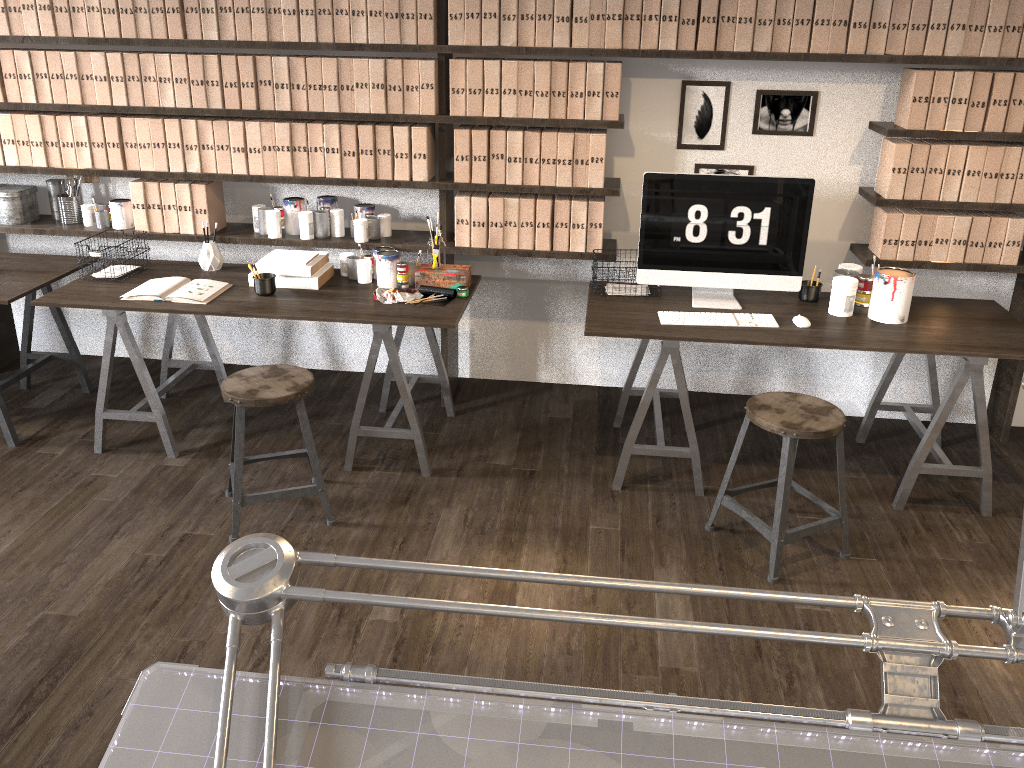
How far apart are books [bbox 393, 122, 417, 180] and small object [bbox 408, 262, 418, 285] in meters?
0.4 m

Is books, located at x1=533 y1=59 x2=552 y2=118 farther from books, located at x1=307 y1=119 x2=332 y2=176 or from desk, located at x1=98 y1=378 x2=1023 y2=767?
desk, located at x1=98 y1=378 x2=1023 y2=767

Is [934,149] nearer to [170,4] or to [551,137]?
[551,137]

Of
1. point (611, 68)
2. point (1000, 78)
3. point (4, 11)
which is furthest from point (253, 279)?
point (1000, 78)

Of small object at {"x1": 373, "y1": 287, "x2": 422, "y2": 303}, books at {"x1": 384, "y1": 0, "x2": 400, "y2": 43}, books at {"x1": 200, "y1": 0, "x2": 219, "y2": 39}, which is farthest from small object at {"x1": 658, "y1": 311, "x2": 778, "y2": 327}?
books at {"x1": 200, "y1": 0, "x2": 219, "y2": 39}

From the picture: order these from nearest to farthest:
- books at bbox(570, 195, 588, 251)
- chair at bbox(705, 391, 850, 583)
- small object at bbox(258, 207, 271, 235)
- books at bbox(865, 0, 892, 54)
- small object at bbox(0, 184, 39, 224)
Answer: chair at bbox(705, 391, 850, 583) → books at bbox(865, 0, 892, 54) → books at bbox(570, 195, 588, 251) → small object at bbox(258, 207, 271, 235) → small object at bbox(0, 184, 39, 224)

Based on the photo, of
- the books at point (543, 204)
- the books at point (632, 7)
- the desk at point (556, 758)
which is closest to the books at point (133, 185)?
the books at point (543, 204)

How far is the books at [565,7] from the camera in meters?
3.4

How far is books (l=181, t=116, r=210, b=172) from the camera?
3.7m

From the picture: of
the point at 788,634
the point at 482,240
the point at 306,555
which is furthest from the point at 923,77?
the point at 306,555
